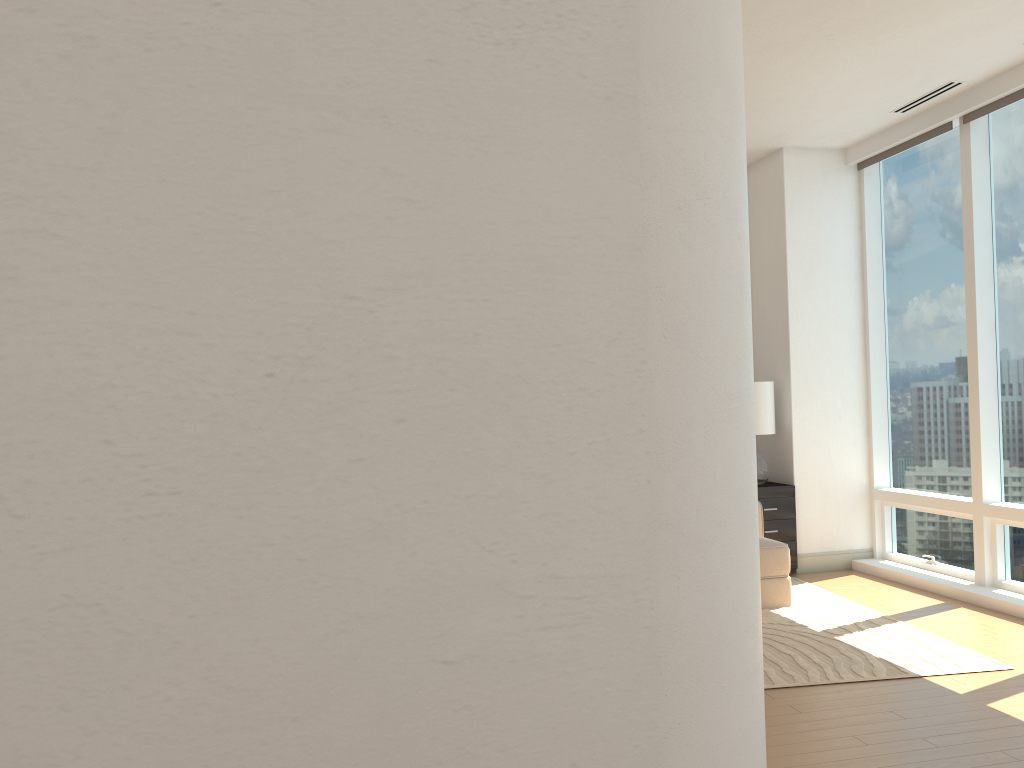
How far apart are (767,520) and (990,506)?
1.6m

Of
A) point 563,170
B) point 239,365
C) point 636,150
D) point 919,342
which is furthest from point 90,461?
point 919,342

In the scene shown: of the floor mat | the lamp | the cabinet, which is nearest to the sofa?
the floor mat

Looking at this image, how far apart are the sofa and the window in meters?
1.1 m

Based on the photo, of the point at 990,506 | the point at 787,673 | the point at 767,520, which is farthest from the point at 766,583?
the point at 990,506

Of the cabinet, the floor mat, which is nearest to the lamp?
the cabinet

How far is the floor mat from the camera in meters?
4.4 m

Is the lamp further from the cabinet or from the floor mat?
the floor mat

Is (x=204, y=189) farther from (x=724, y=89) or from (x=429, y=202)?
(x=724, y=89)

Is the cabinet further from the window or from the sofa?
the sofa
